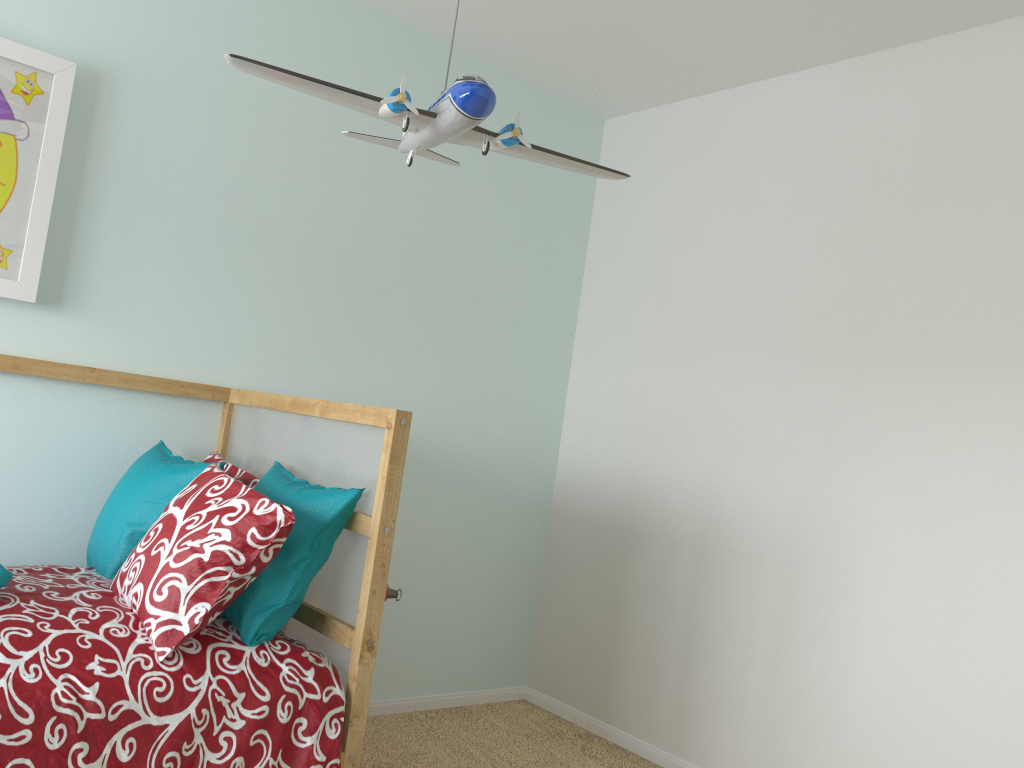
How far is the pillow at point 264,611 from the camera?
1.8 meters

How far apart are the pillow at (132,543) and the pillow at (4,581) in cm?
31

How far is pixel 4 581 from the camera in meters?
1.6 m

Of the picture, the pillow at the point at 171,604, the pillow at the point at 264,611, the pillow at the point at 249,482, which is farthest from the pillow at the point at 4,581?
the picture

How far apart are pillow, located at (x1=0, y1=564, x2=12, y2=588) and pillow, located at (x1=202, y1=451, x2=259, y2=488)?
0.60m

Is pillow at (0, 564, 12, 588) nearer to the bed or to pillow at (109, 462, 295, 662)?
the bed

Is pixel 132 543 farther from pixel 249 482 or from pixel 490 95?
pixel 490 95

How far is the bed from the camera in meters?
1.5

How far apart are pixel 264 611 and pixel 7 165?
1.2m

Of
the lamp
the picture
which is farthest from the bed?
the lamp
